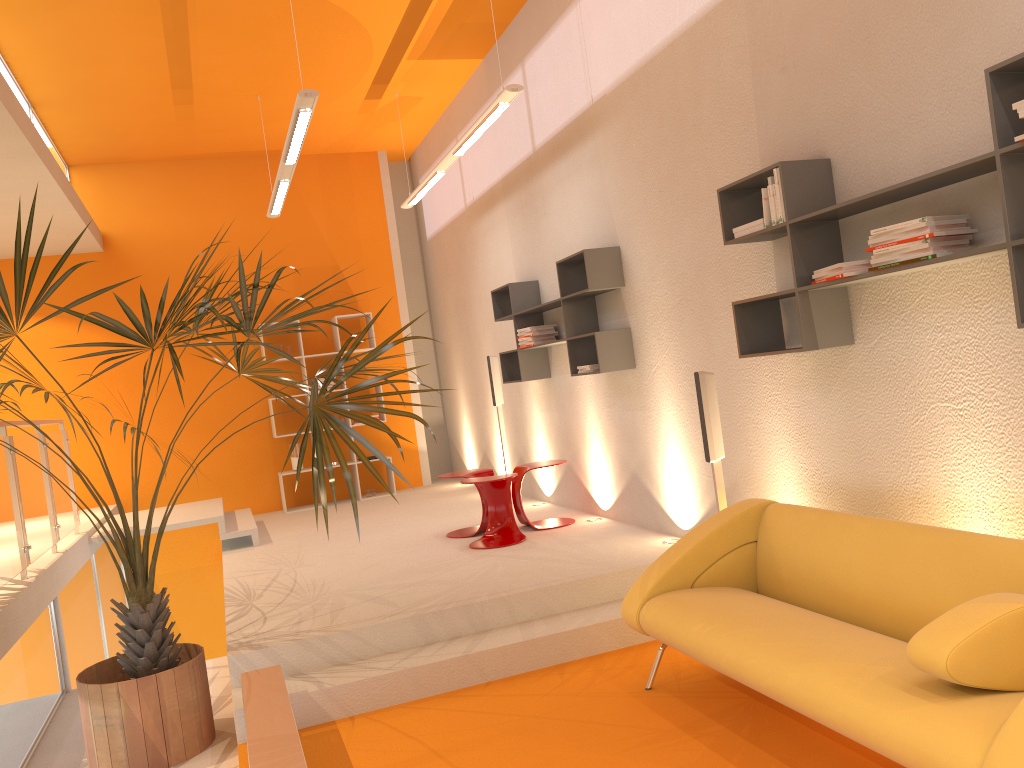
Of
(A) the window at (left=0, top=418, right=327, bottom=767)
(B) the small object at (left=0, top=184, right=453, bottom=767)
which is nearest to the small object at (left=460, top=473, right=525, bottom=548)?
(B) the small object at (left=0, top=184, right=453, bottom=767)

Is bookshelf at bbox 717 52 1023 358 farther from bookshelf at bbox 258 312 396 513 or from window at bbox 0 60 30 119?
bookshelf at bbox 258 312 396 513

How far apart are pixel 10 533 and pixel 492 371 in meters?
4.1

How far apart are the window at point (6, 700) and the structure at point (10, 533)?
0.28m

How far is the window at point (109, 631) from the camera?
7.7m

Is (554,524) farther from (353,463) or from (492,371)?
(353,463)

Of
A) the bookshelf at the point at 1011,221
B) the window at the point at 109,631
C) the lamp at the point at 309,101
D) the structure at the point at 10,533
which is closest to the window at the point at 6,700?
the structure at the point at 10,533

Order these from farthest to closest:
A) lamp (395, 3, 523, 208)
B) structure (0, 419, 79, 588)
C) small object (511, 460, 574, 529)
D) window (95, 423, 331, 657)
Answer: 1. window (95, 423, 331, 657)
2. small object (511, 460, 574, 529)
3. lamp (395, 3, 523, 208)
4. structure (0, 419, 79, 588)

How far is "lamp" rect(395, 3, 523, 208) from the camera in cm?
544

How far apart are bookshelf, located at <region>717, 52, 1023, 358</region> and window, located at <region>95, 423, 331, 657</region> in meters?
6.0 m
